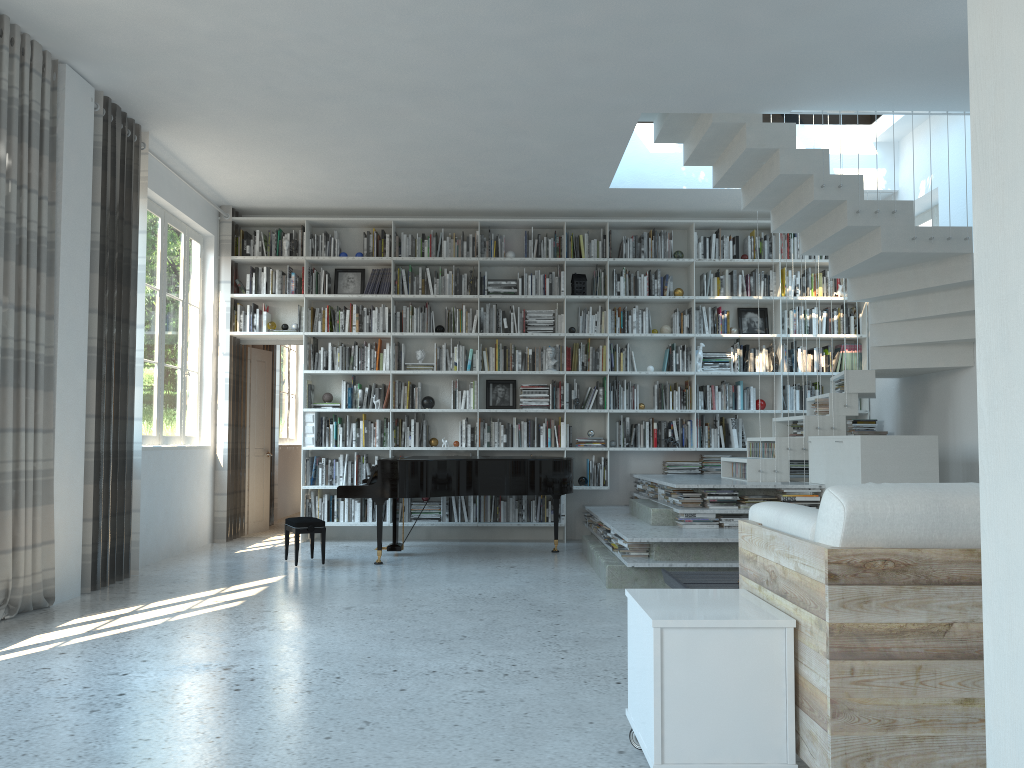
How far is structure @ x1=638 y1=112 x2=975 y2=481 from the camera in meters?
6.1

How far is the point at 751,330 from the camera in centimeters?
885cm

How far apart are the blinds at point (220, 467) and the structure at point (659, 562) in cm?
342

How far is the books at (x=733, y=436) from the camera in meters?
8.6

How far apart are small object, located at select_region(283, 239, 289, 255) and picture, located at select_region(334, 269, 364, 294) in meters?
0.6 m

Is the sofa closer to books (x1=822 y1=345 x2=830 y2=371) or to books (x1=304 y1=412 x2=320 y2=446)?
books (x1=304 y1=412 x2=320 y2=446)

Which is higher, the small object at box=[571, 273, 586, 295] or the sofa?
the small object at box=[571, 273, 586, 295]

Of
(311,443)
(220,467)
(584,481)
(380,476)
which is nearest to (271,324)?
(311,443)

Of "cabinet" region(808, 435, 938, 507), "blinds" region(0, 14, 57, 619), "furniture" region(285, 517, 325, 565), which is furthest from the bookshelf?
"blinds" region(0, 14, 57, 619)

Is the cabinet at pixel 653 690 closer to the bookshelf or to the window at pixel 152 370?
the window at pixel 152 370
